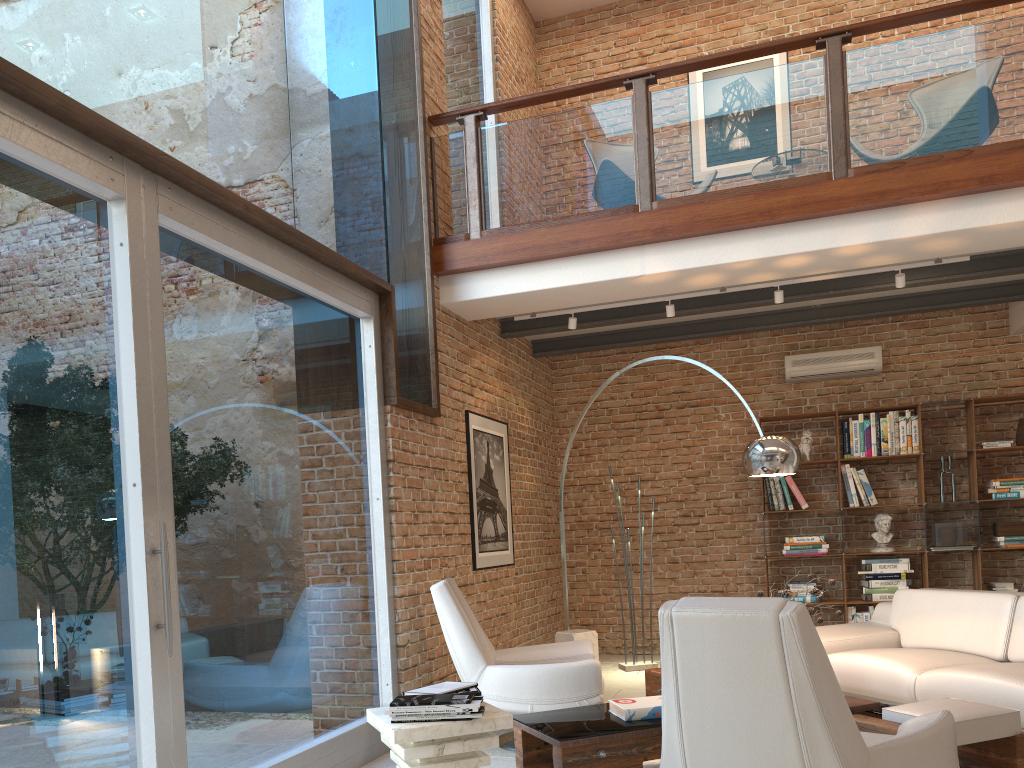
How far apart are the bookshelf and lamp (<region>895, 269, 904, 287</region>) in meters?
1.9

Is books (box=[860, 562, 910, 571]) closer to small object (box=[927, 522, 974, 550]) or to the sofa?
small object (box=[927, 522, 974, 550])

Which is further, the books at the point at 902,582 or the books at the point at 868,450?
the books at the point at 868,450

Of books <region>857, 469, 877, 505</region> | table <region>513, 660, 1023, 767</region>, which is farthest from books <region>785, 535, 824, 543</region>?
table <region>513, 660, 1023, 767</region>

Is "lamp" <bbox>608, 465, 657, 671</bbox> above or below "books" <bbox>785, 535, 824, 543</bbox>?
below

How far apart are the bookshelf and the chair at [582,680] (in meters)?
3.10

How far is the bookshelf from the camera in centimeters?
726cm

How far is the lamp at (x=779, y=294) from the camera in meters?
6.2

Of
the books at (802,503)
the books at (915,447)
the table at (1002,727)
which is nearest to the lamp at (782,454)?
the table at (1002,727)

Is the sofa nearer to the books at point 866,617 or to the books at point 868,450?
the books at point 866,617
